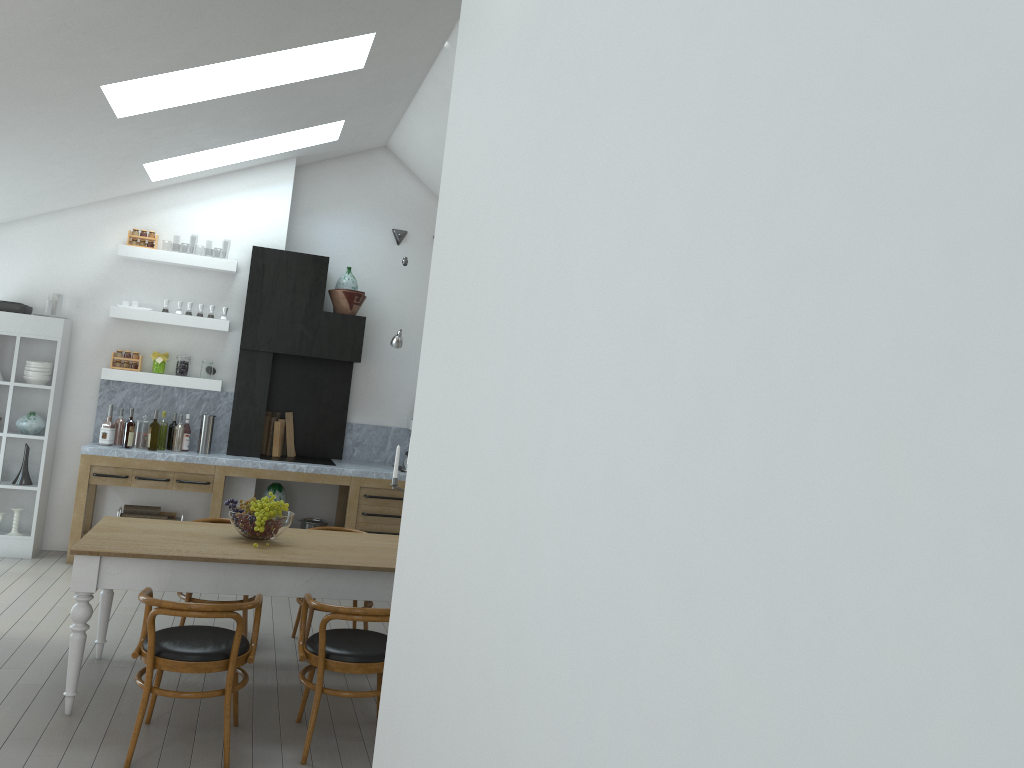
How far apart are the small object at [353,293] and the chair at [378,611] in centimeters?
425cm

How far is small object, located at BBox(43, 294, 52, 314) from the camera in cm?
742

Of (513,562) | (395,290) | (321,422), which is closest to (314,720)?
(513,562)

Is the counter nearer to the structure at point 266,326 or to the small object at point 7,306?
the structure at point 266,326

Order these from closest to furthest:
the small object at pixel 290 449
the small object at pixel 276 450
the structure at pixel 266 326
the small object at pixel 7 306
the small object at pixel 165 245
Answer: the small object at pixel 7 306 → the structure at pixel 266 326 → the small object at pixel 276 450 → the small object at pixel 290 449 → the small object at pixel 165 245

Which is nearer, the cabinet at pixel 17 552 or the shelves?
the cabinet at pixel 17 552

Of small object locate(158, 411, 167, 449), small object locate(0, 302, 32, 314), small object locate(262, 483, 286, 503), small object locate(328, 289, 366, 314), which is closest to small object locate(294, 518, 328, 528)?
small object locate(262, 483, 286, 503)

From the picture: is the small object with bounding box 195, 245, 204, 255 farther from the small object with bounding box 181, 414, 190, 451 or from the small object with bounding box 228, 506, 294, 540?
the small object with bounding box 228, 506, 294, 540

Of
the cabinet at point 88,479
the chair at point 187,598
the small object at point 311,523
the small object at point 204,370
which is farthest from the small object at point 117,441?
the chair at point 187,598

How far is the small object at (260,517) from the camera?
4.80m
